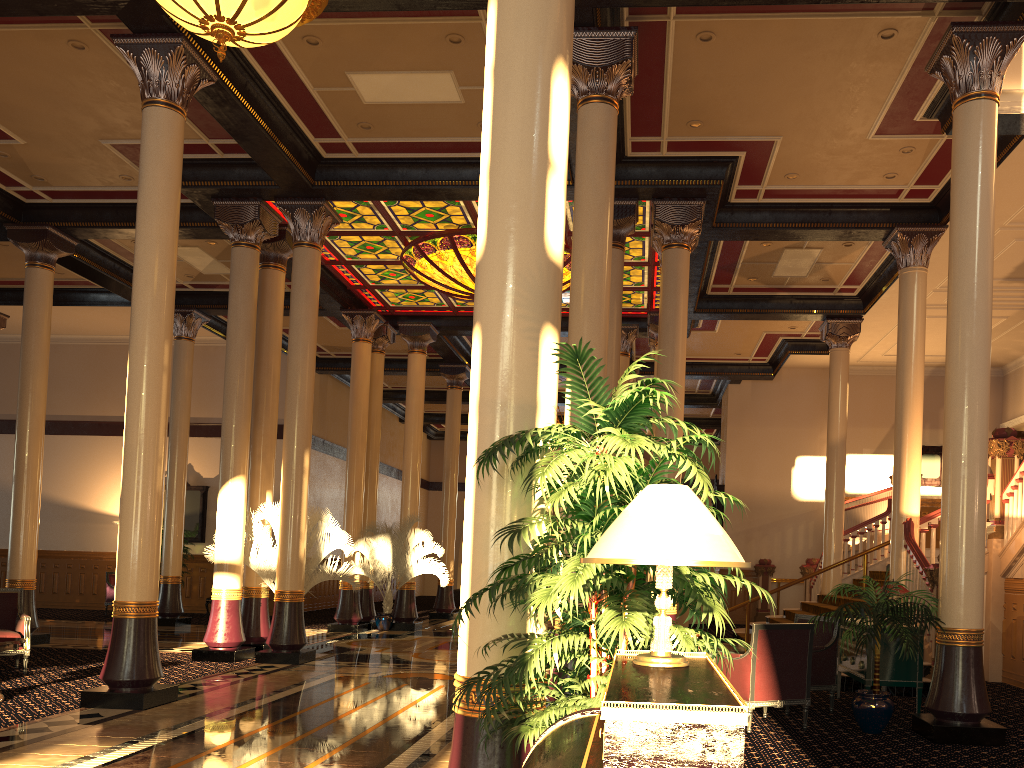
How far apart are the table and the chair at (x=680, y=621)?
13.4m

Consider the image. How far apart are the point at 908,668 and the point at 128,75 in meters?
9.9 m

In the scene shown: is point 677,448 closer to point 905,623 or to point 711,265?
point 905,623

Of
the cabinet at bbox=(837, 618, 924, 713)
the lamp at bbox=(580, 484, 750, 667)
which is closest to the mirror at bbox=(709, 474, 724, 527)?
the cabinet at bbox=(837, 618, 924, 713)

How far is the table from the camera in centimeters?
775cm

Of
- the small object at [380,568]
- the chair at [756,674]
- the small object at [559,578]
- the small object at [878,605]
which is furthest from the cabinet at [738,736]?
the small object at [380,568]

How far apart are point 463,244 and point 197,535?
10.81m

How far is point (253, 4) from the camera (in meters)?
5.47

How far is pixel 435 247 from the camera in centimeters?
1358cm

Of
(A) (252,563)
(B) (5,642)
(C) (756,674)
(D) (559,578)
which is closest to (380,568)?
(A) (252,563)
